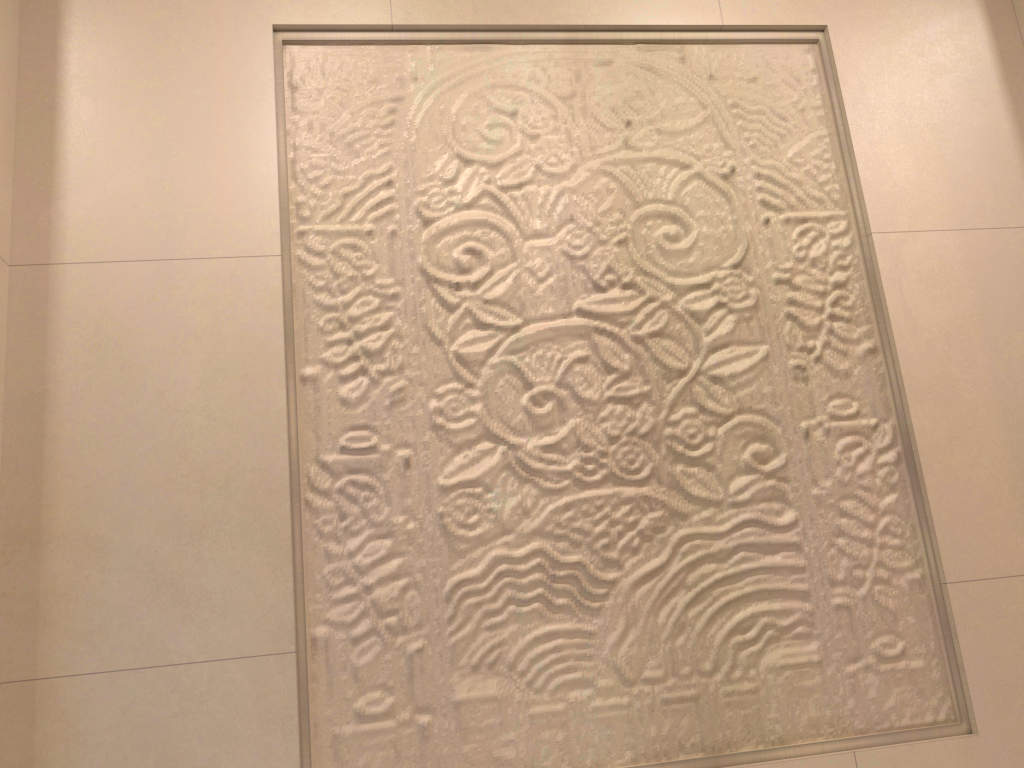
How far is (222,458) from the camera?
1.4m
